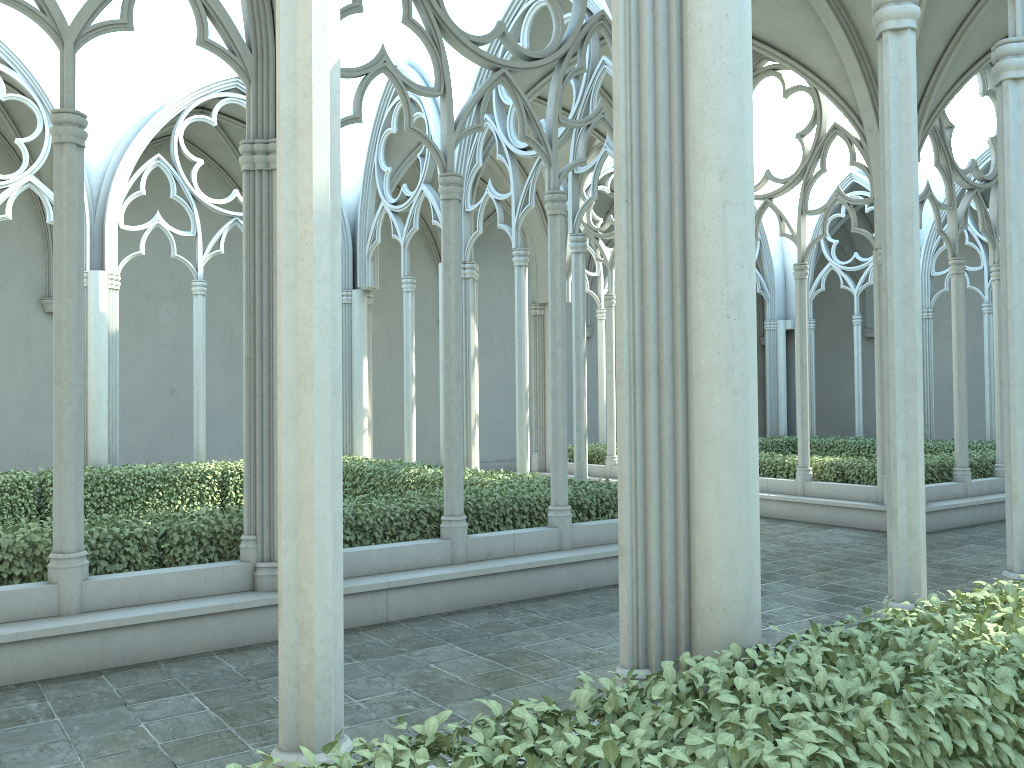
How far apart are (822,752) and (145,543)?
6.04m

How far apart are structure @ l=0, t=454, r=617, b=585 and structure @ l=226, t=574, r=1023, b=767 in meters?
5.2

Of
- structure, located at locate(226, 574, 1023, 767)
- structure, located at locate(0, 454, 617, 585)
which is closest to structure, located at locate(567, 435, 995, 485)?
structure, located at locate(0, 454, 617, 585)

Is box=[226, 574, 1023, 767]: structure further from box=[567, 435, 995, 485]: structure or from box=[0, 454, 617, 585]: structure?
box=[567, 435, 995, 485]: structure

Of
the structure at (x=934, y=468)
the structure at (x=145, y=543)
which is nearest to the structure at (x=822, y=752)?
the structure at (x=145, y=543)

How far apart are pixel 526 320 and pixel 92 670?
7.6 meters

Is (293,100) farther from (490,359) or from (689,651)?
(490,359)

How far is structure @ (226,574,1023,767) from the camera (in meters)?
2.47

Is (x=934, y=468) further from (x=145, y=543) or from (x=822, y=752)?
(x=822, y=752)

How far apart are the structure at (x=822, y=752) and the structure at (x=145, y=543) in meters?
5.2 m
